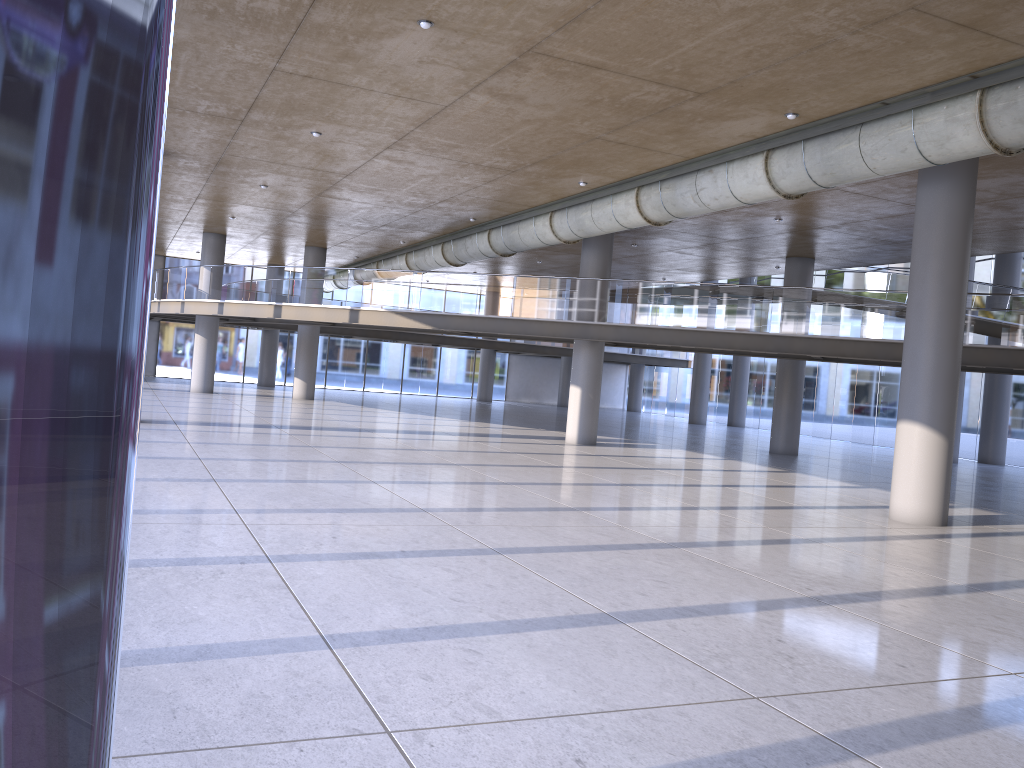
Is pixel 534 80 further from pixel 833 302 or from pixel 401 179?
pixel 833 302

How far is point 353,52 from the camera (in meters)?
11.25

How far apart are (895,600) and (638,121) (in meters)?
8.07
